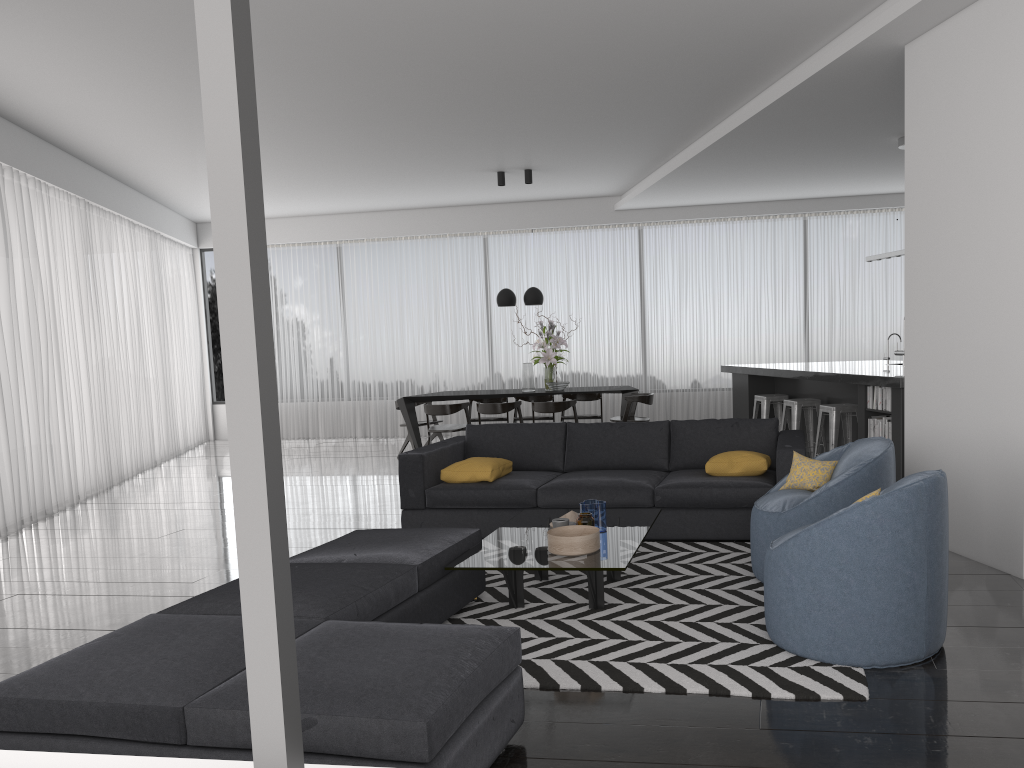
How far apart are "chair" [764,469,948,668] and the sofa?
1.64m

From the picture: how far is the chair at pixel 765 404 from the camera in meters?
8.8 m

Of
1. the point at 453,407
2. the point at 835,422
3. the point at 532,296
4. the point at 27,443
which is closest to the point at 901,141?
the point at 835,422

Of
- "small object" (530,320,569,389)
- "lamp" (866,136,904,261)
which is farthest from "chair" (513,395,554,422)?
"lamp" (866,136,904,261)

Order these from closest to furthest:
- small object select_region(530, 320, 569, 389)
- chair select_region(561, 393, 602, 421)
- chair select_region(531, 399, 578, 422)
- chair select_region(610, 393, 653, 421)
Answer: chair select_region(531, 399, 578, 422), chair select_region(610, 393, 653, 421), small object select_region(530, 320, 569, 389), chair select_region(561, 393, 602, 421)

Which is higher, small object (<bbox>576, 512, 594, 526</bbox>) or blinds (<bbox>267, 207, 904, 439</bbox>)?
blinds (<bbox>267, 207, 904, 439</bbox>)

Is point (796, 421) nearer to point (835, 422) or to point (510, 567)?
point (835, 422)

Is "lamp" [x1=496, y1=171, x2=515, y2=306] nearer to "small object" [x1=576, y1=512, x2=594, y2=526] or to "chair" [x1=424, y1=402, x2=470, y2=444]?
"chair" [x1=424, y1=402, x2=470, y2=444]

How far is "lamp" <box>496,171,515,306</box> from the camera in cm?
992

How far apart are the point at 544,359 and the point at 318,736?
7.6 meters
